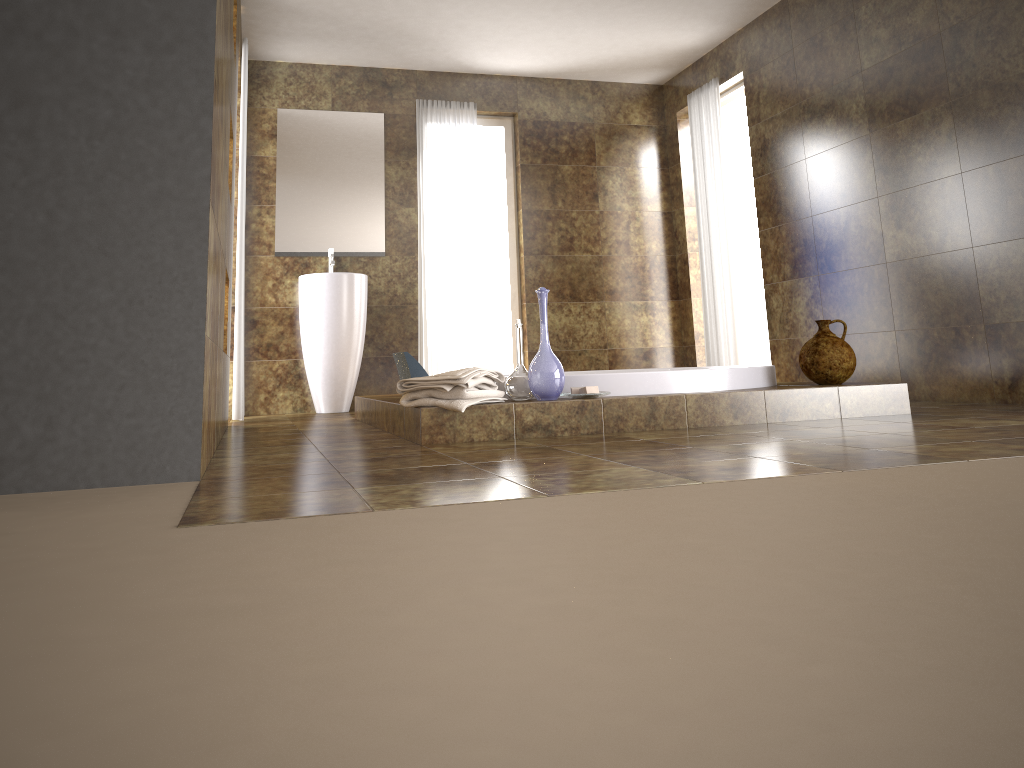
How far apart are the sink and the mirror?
0.4m

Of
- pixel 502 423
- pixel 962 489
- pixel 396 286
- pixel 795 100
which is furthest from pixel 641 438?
pixel 396 286

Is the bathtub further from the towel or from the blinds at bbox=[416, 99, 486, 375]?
the blinds at bbox=[416, 99, 486, 375]

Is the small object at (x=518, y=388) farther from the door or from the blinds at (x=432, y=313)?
the door

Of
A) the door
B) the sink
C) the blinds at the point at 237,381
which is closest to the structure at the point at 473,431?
the blinds at the point at 237,381

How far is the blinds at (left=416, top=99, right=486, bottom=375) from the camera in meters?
6.3

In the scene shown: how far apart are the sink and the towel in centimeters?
257cm

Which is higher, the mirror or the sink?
the mirror

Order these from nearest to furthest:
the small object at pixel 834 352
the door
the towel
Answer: the towel → the small object at pixel 834 352 → the door

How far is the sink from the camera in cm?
566
